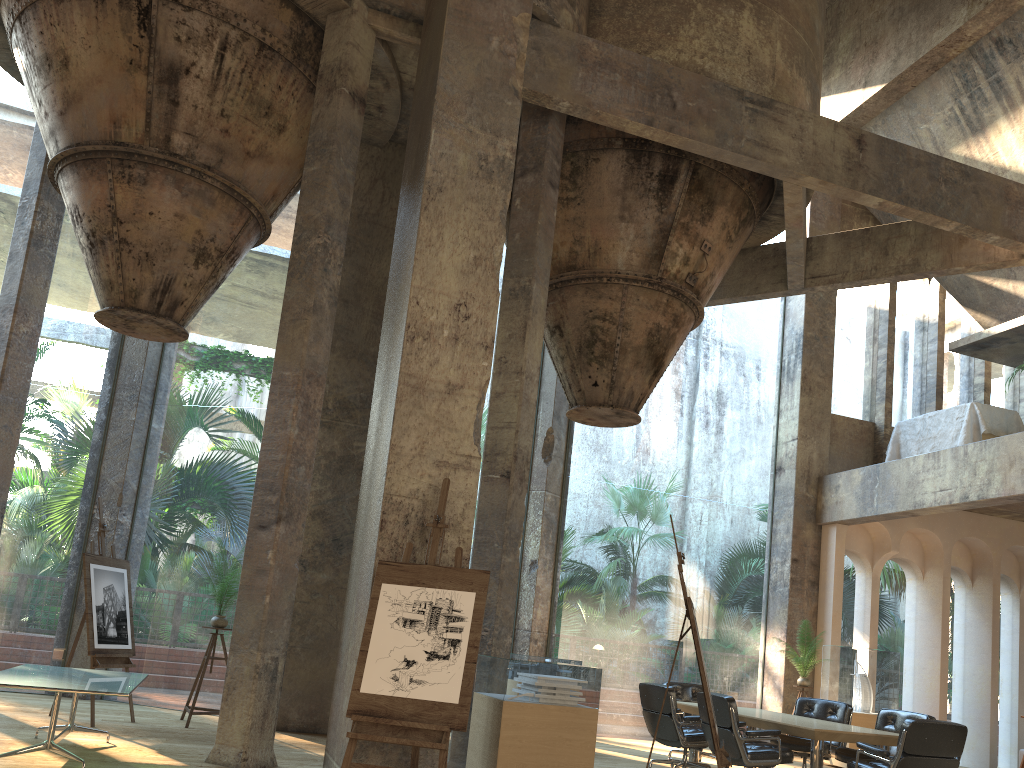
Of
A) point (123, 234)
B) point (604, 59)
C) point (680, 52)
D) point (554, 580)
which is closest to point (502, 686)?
point (554, 580)

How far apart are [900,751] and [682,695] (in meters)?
3.61

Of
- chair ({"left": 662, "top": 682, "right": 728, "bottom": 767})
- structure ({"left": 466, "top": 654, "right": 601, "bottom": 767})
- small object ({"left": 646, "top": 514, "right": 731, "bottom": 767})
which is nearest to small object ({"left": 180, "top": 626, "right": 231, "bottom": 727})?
structure ({"left": 466, "top": 654, "right": 601, "bottom": 767})

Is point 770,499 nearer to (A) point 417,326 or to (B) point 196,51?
(B) point 196,51

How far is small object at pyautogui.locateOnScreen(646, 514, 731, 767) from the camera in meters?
5.2 m

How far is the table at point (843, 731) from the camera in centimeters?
702cm

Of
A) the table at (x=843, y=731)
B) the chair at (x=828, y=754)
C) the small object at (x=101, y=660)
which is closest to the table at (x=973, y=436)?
the chair at (x=828, y=754)

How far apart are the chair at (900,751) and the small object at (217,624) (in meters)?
5.81

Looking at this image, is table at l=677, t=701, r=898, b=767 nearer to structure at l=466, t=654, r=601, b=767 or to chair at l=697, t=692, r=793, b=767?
chair at l=697, t=692, r=793, b=767

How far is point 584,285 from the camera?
9.22m
